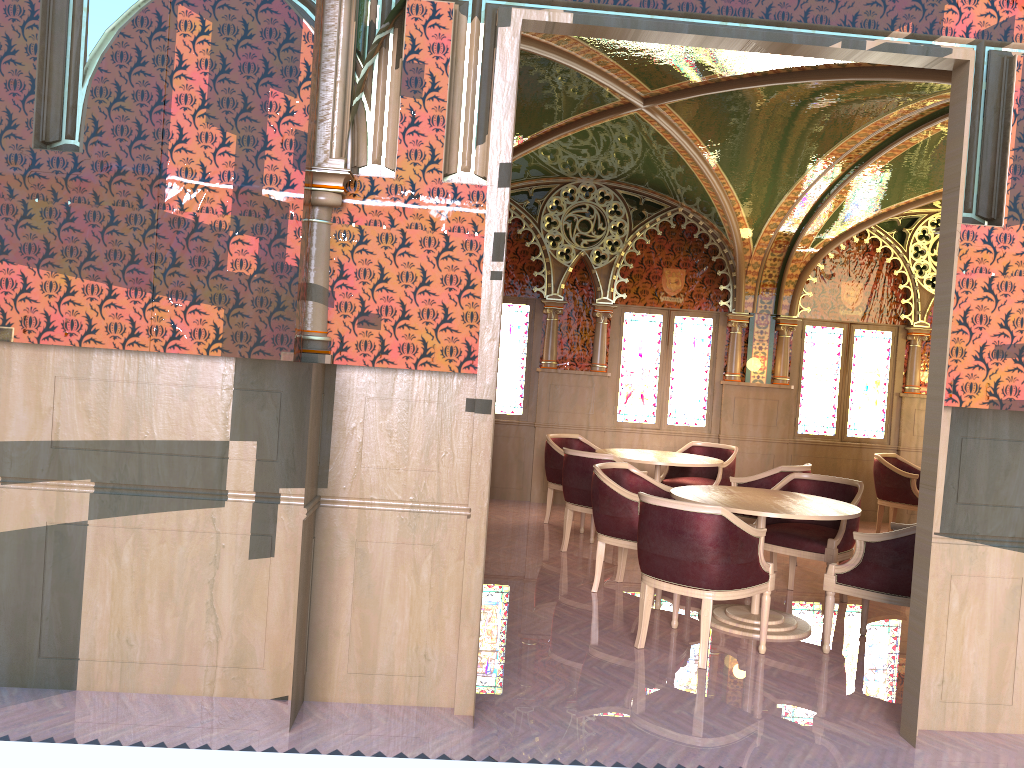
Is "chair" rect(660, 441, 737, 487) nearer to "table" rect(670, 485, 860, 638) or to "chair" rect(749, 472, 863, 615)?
"chair" rect(749, 472, 863, 615)

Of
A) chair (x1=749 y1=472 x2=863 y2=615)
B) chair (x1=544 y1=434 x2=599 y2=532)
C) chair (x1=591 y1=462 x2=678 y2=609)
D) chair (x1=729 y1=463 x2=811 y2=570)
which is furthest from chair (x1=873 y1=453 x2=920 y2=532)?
chair (x1=591 y1=462 x2=678 y2=609)

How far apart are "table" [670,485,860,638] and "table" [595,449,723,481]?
1.55m

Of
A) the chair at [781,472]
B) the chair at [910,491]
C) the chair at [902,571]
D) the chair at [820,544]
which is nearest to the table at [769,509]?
the chair at [902,571]

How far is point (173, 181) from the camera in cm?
365

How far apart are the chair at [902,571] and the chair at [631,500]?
1.3 meters

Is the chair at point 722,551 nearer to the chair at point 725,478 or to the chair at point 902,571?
the chair at point 902,571

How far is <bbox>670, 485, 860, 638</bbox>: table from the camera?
5.1 meters

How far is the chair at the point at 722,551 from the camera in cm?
455

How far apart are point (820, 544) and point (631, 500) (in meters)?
1.29
